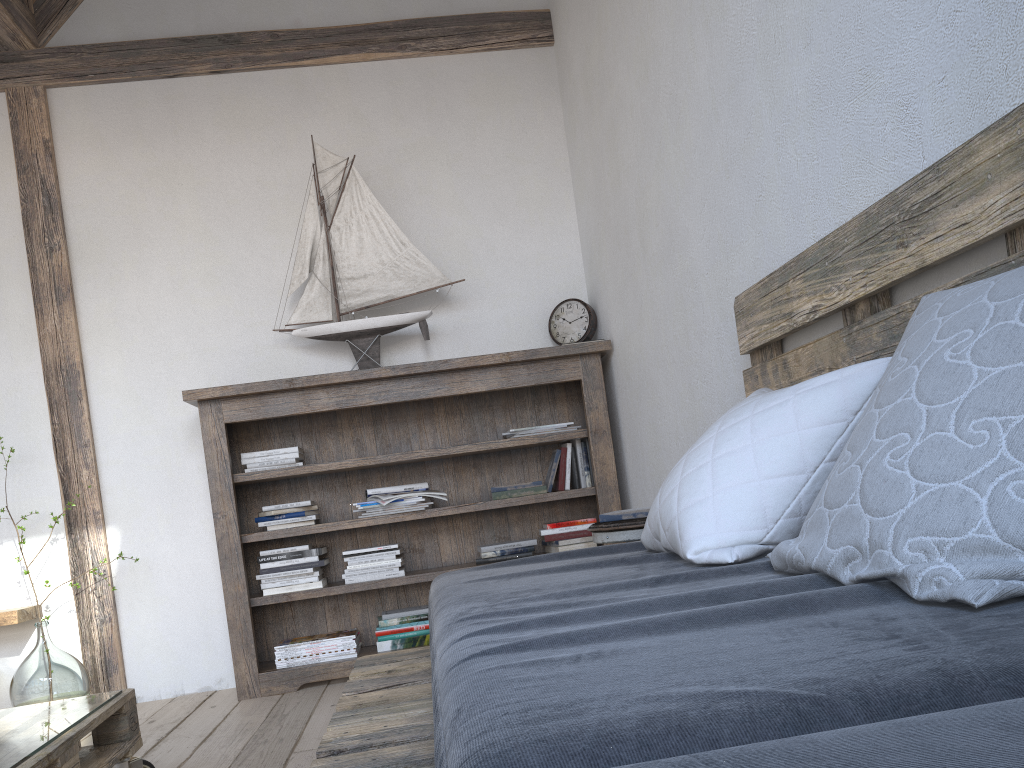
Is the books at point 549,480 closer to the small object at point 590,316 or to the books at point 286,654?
the small object at point 590,316

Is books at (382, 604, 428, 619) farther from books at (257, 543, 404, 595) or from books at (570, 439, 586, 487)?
books at (570, 439, 586, 487)

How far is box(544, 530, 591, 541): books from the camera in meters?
3.4

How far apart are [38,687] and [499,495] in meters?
1.8

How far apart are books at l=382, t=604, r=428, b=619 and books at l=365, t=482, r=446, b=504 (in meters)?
0.43

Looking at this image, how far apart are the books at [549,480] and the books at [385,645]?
0.75m

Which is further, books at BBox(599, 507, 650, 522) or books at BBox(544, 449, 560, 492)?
books at BBox(544, 449, 560, 492)

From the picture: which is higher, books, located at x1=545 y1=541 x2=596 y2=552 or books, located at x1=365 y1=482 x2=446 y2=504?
books, located at x1=365 y1=482 x2=446 y2=504

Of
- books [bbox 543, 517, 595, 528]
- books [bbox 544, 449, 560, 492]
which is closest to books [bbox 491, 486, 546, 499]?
books [bbox 544, 449, 560, 492]

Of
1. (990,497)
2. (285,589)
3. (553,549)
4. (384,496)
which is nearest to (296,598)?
(285,589)
